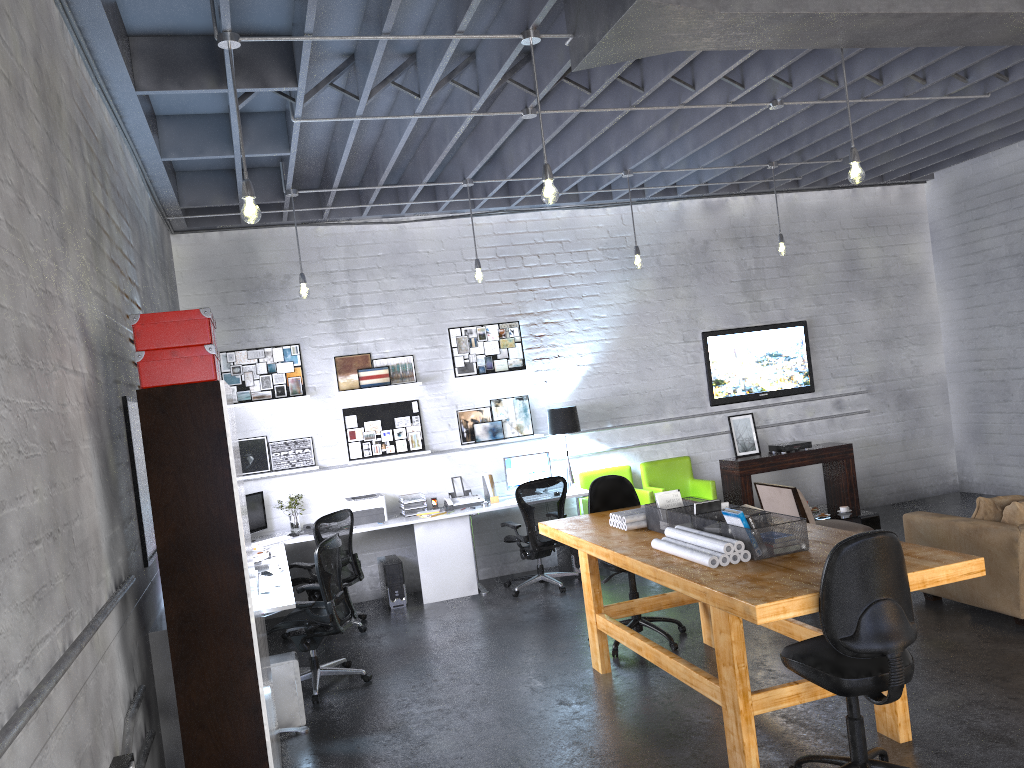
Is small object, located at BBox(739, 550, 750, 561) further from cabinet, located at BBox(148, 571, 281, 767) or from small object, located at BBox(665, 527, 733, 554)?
cabinet, located at BBox(148, 571, 281, 767)

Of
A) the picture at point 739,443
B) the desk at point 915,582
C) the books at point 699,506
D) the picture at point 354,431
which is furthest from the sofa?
the picture at point 354,431

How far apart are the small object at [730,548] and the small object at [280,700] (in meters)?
2.40

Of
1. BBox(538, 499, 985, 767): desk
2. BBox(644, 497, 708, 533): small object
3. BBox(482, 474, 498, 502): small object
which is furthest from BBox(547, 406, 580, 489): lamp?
BBox(644, 497, 708, 533): small object

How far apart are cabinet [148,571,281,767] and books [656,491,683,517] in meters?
2.9

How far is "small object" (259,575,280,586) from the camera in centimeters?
580cm

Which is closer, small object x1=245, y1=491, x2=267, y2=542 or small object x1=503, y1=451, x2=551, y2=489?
small object x1=245, y1=491, x2=267, y2=542

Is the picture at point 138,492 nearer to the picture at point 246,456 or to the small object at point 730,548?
the small object at point 730,548

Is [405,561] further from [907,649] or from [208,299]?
[907,649]

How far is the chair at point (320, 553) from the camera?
5.9m
